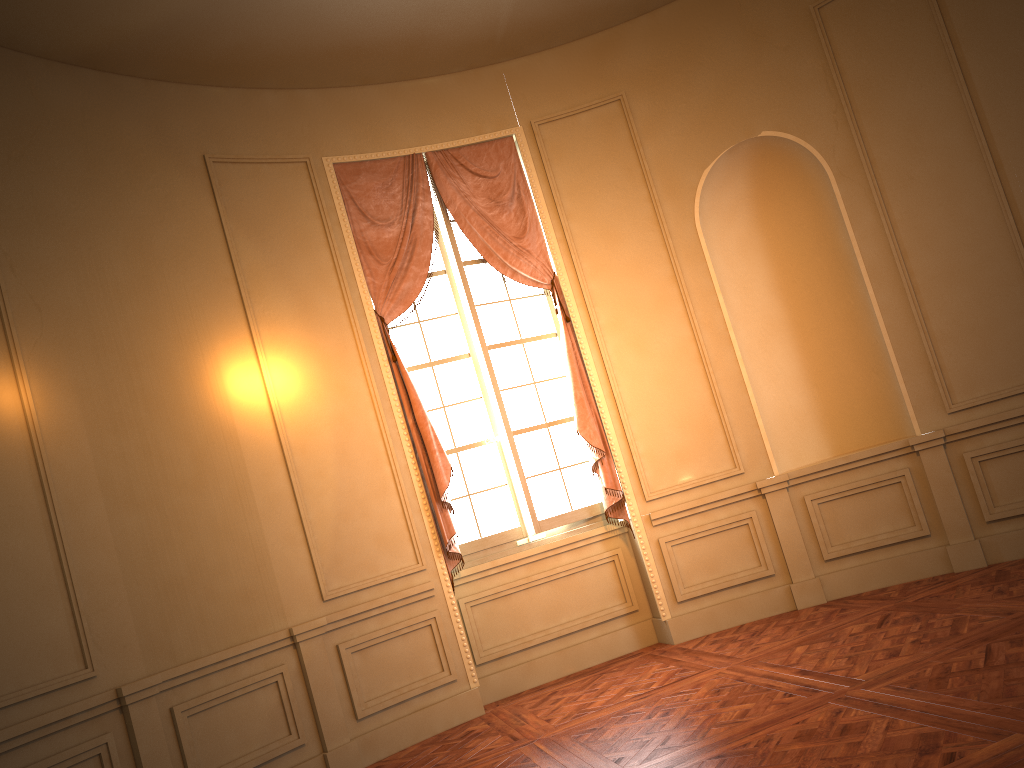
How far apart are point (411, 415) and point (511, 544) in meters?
1.1 m

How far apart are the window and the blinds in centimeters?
7cm

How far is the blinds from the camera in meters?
5.7 m

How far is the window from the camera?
6.1m

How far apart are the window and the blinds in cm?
7

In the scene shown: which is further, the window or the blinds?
the window

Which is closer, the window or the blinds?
the blinds

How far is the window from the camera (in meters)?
6.06
